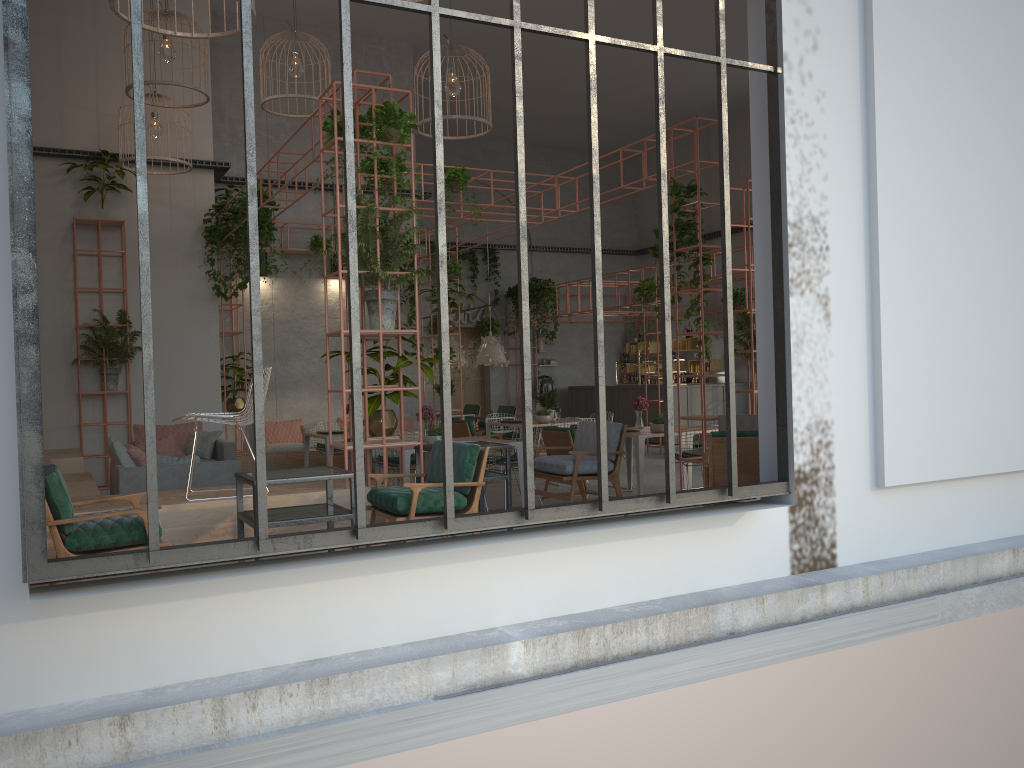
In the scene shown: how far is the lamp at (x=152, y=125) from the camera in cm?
1137

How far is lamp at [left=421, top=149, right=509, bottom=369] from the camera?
16.2m

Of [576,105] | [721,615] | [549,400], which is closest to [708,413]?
[549,400]

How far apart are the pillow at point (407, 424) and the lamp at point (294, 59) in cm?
599

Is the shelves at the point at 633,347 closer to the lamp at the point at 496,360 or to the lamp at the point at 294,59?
the lamp at the point at 496,360

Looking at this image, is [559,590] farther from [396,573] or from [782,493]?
[782,493]

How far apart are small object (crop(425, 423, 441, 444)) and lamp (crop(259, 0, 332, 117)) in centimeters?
503cm

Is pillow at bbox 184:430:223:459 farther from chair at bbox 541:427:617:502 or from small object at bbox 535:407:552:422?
small object at bbox 535:407:552:422

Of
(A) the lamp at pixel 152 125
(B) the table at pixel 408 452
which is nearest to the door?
(A) the lamp at pixel 152 125

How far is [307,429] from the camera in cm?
1413
